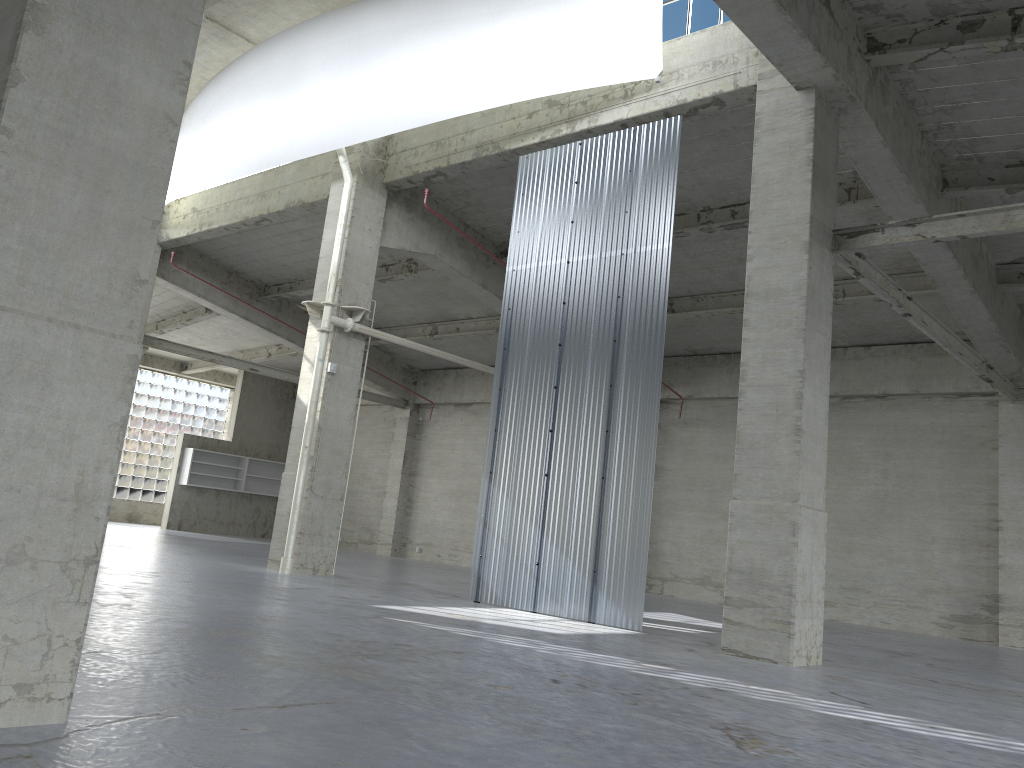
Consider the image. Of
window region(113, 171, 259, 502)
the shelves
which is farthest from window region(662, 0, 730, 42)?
window region(113, 171, 259, 502)

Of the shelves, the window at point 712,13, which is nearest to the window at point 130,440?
the shelves

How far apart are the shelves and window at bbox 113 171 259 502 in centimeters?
523cm

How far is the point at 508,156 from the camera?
21.7m

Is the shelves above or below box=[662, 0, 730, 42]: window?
below

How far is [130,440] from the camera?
47.4 meters

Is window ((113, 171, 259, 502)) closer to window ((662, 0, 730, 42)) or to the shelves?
the shelves

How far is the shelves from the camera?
44.25m

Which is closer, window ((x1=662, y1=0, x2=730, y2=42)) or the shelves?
window ((x1=662, y1=0, x2=730, y2=42))

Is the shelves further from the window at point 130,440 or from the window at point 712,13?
the window at point 712,13
